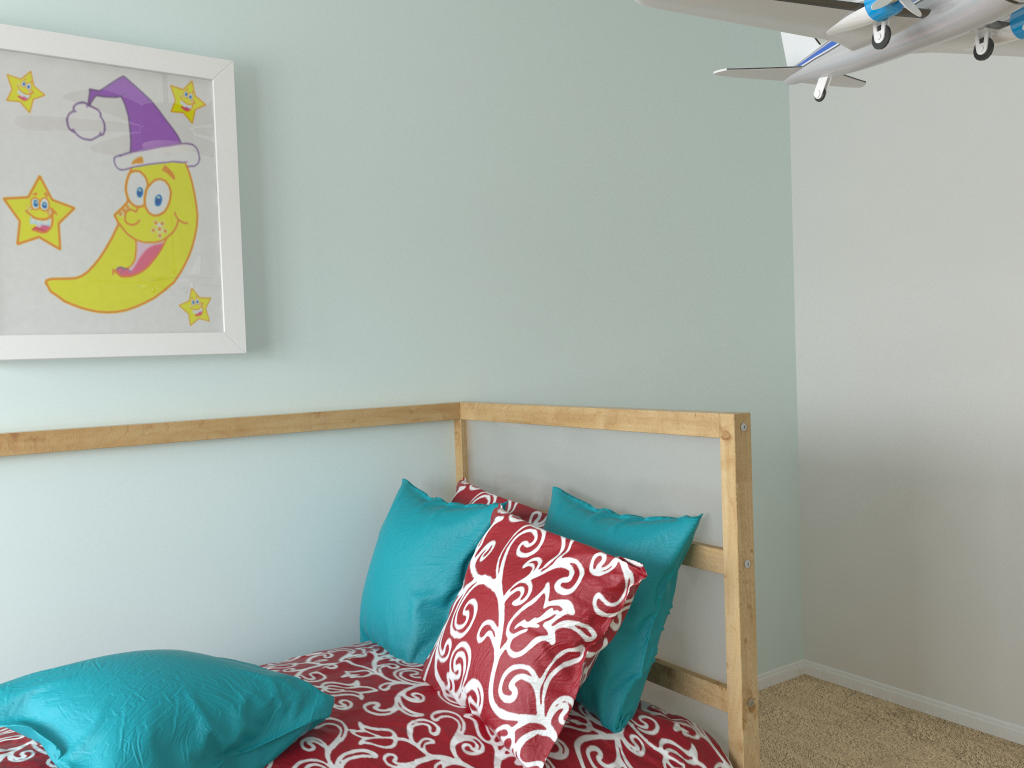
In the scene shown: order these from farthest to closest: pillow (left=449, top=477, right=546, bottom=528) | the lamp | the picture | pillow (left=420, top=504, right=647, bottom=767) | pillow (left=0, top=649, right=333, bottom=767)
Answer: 1. pillow (left=449, top=477, right=546, bottom=528)
2. the picture
3. pillow (left=420, top=504, right=647, bottom=767)
4. pillow (left=0, top=649, right=333, bottom=767)
5. the lamp

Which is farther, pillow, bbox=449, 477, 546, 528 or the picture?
pillow, bbox=449, 477, 546, 528

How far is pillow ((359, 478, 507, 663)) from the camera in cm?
166

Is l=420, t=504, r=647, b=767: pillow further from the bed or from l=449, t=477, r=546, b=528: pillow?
l=449, t=477, r=546, b=528: pillow

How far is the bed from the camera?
1.3 meters

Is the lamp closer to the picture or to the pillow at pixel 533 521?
the pillow at pixel 533 521

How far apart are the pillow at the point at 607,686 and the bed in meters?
0.0 m

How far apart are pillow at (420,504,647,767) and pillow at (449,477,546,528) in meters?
0.2 m

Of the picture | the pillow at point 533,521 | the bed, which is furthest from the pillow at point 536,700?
the picture

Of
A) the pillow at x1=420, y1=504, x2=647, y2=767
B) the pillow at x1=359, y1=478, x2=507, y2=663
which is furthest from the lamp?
the pillow at x1=359, y1=478, x2=507, y2=663
